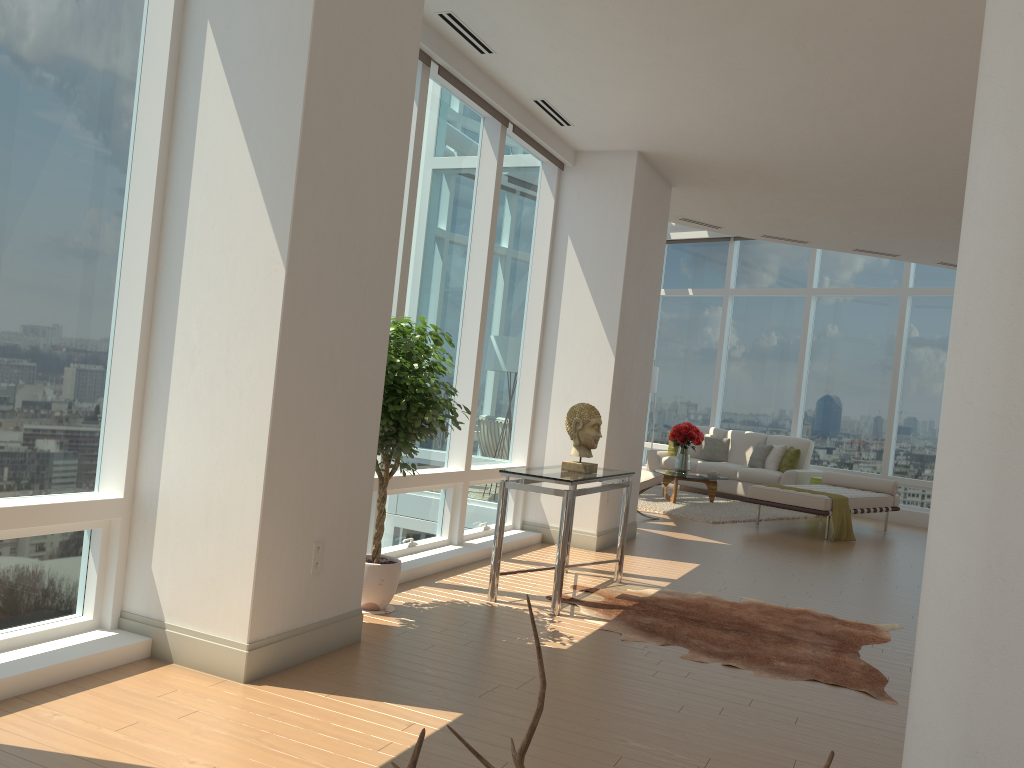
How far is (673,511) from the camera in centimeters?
1075cm

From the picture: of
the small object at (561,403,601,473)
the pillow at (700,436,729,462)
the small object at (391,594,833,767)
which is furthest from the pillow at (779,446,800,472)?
the small object at (391,594,833,767)

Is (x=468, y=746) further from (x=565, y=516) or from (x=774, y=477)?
(x=774, y=477)

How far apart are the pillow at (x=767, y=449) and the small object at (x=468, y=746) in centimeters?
1265cm

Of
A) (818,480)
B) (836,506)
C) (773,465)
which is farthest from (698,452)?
(836,506)

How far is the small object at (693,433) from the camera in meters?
11.9

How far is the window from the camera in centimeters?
340cm

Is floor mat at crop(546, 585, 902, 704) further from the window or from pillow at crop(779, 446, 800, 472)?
pillow at crop(779, 446, 800, 472)

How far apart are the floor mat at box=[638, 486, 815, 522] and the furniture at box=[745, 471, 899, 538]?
0.4 meters

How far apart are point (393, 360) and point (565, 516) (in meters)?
1.38
